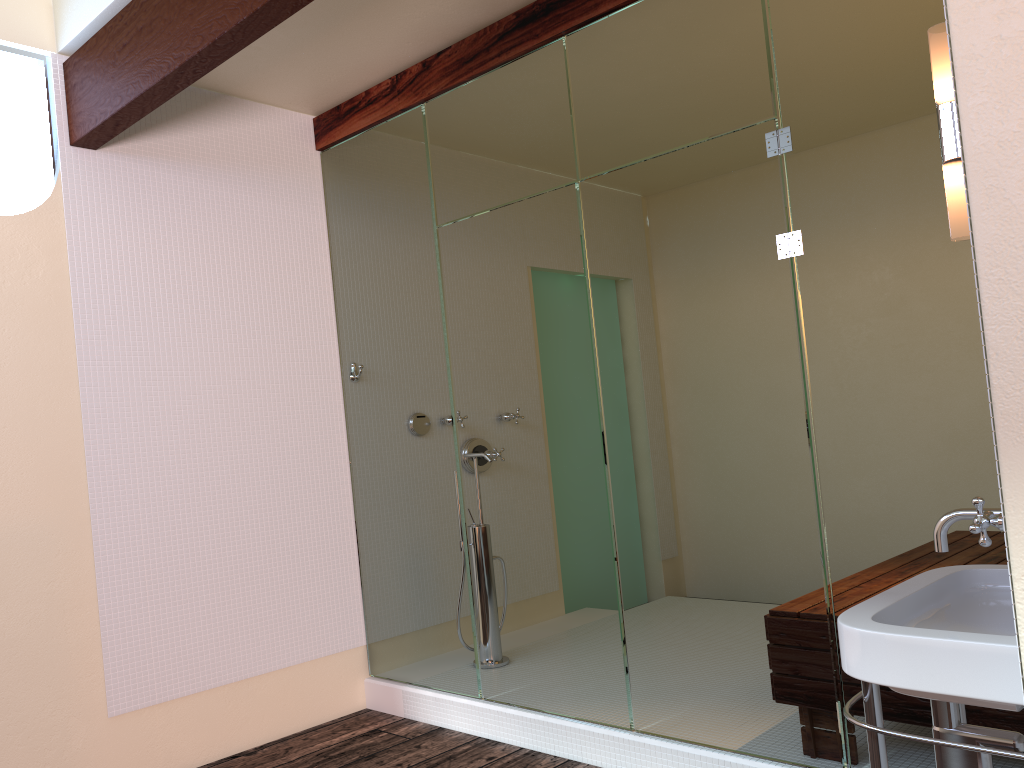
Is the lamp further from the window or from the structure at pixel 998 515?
the window

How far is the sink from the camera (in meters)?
1.26

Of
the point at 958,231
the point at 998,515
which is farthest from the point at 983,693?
the point at 958,231

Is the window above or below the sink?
above

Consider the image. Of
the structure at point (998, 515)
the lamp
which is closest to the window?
the lamp

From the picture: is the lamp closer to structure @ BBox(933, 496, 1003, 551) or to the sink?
structure @ BBox(933, 496, 1003, 551)

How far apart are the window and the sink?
2.8m

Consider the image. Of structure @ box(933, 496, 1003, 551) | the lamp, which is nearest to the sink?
structure @ box(933, 496, 1003, 551)

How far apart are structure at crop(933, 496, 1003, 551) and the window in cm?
291

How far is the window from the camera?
3.0m
